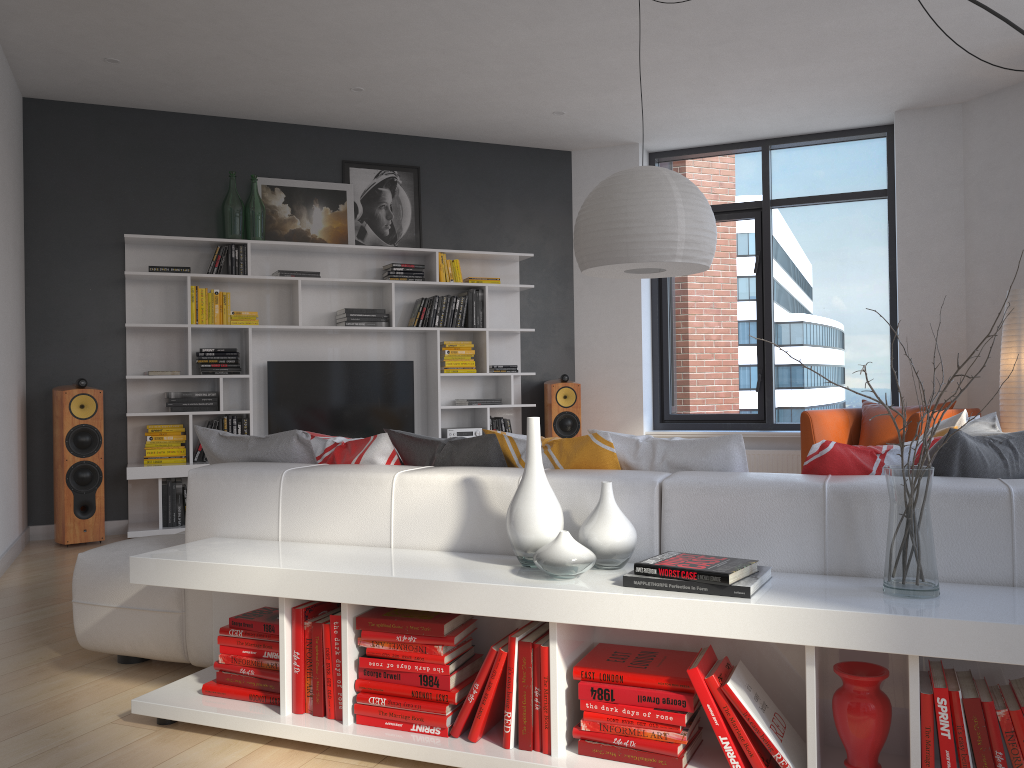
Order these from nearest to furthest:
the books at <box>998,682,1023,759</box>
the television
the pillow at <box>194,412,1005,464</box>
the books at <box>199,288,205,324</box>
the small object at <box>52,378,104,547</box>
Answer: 1. the books at <box>998,682,1023,759</box>
2. the pillow at <box>194,412,1005,464</box>
3. the small object at <box>52,378,104,547</box>
4. the books at <box>199,288,205,324</box>
5. the television

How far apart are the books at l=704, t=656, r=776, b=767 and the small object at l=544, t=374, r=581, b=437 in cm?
488

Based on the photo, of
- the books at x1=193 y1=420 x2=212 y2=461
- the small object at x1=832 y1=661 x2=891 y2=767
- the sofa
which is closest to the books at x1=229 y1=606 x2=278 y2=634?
the sofa

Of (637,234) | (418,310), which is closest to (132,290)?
(418,310)

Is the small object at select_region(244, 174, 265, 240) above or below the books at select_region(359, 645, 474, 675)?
above

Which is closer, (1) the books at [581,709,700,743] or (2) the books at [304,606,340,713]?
(1) the books at [581,709,700,743]

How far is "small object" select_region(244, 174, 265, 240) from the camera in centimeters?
636cm

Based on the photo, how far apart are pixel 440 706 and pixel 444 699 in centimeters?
2cm

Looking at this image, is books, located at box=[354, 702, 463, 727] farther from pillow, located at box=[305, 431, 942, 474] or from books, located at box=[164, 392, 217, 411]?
books, located at box=[164, 392, 217, 411]

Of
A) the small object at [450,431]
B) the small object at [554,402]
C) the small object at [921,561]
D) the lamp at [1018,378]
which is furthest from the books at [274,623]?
the lamp at [1018,378]
